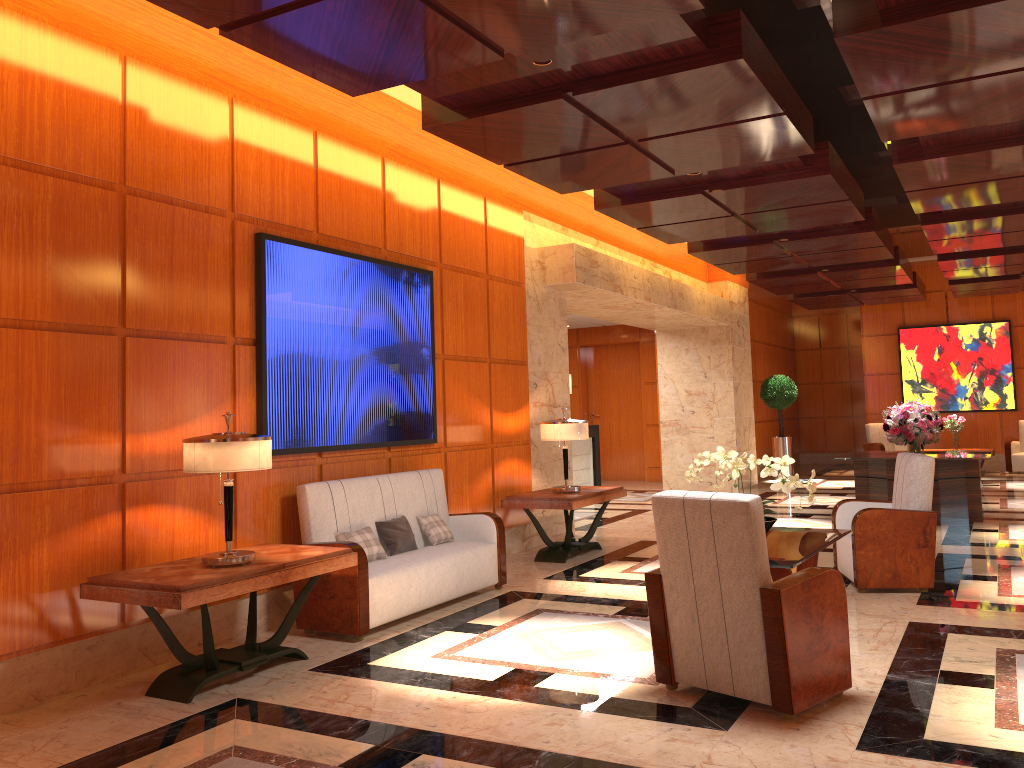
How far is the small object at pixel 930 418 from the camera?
10.19m

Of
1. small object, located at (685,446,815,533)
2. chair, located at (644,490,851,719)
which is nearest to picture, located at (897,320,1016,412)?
small object, located at (685,446,815,533)

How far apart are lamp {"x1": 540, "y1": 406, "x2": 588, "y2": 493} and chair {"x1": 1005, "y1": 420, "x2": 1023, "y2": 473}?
11.53m

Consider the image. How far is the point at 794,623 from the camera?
3.82m

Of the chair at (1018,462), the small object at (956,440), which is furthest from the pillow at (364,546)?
the chair at (1018,462)

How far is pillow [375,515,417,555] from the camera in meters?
6.2

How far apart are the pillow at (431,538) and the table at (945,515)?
5.5m

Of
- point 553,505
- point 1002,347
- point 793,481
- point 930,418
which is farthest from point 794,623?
point 1002,347

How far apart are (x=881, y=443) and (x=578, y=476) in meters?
6.9

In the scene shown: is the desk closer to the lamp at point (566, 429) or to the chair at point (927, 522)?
the lamp at point (566, 429)
